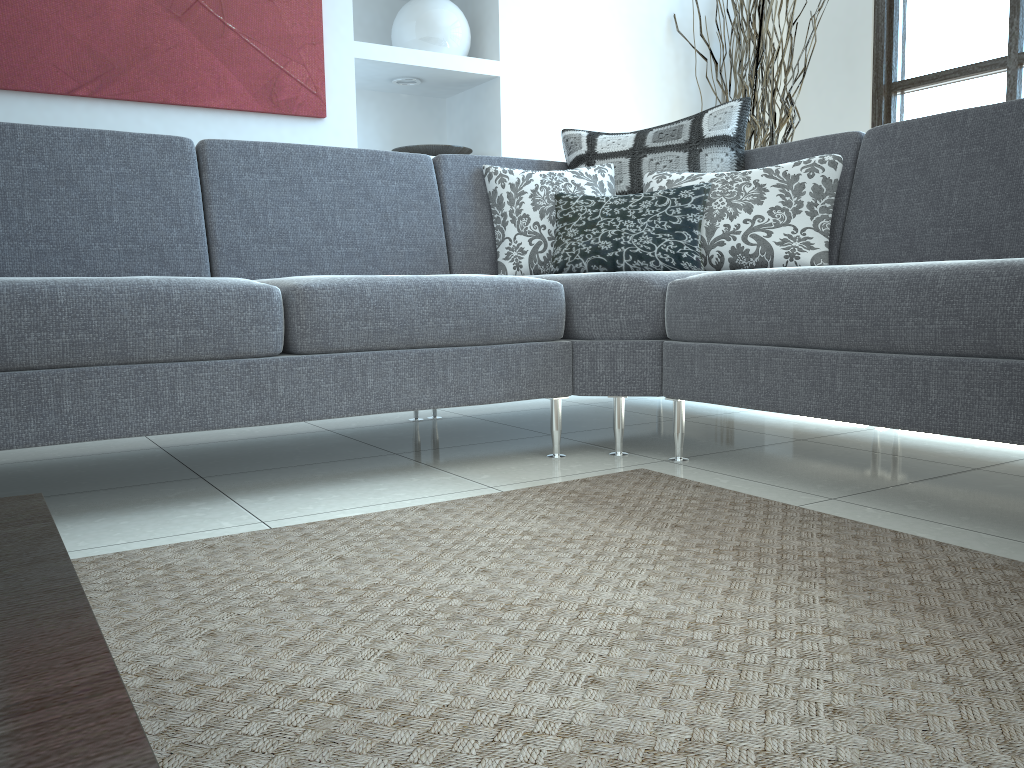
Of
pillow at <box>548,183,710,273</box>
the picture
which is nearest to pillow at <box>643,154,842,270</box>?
pillow at <box>548,183,710,273</box>

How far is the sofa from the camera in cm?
161

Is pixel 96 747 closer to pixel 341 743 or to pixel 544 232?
pixel 341 743

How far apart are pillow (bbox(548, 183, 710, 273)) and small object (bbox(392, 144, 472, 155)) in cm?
115

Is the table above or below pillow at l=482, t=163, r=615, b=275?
below

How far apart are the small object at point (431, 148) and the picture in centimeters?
48cm

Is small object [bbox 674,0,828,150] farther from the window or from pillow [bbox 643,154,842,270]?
pillow [bbox 643,154,842,270]

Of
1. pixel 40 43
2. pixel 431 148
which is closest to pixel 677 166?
pixel 431 148

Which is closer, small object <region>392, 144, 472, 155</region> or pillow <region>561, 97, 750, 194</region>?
pillow <region>561, 97, 750, 194</region>

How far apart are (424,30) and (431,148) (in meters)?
0.47
